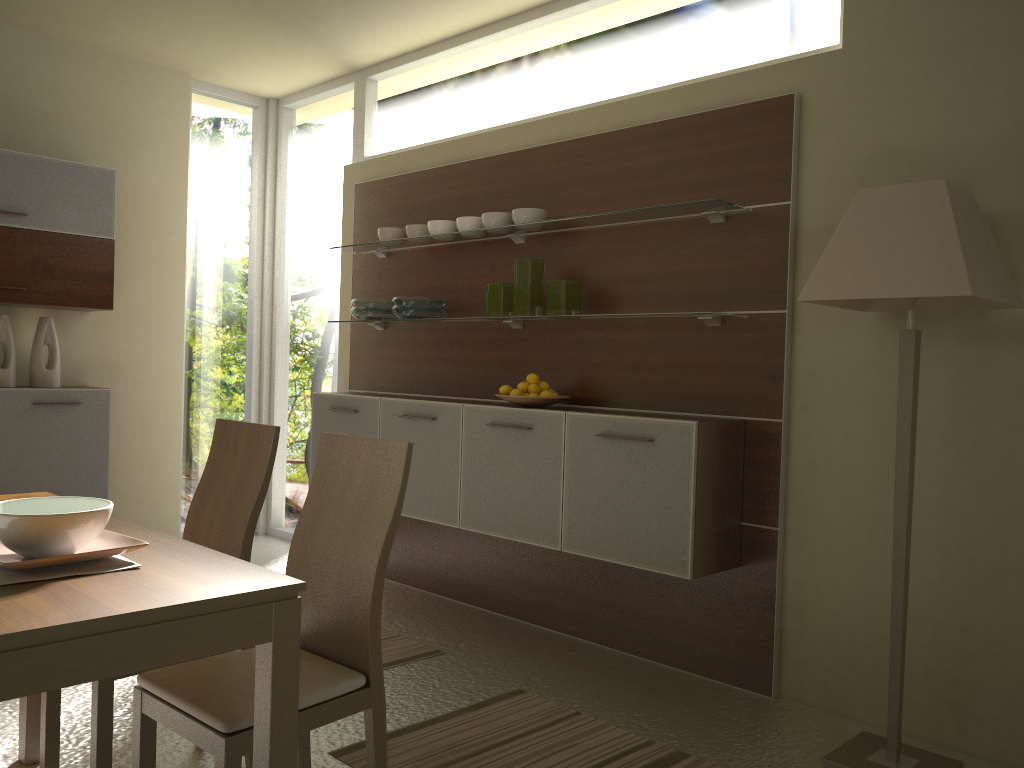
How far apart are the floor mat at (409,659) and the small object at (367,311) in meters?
1.6

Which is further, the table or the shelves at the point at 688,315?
the shelves at the point at 688,315

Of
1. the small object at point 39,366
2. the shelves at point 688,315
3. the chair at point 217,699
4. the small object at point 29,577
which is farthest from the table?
the small object at point 39,366

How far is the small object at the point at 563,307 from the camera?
3.80m

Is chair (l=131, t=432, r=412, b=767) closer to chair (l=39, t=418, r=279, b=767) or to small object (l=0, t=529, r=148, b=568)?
chair (l=39, t=418, r=279, b=767)

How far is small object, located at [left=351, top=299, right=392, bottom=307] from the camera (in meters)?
4.63

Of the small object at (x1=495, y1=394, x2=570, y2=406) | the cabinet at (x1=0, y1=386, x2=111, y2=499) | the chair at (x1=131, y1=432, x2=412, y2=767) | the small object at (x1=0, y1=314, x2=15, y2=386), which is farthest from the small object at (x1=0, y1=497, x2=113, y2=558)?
the small object at (x1=0, y1=314, x2=15, y2=386)

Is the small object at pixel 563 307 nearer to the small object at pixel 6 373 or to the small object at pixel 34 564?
the small object at pixel 34 564

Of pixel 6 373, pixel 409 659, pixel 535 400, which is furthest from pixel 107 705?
pixel 6 373

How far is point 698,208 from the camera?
3.4 meters
